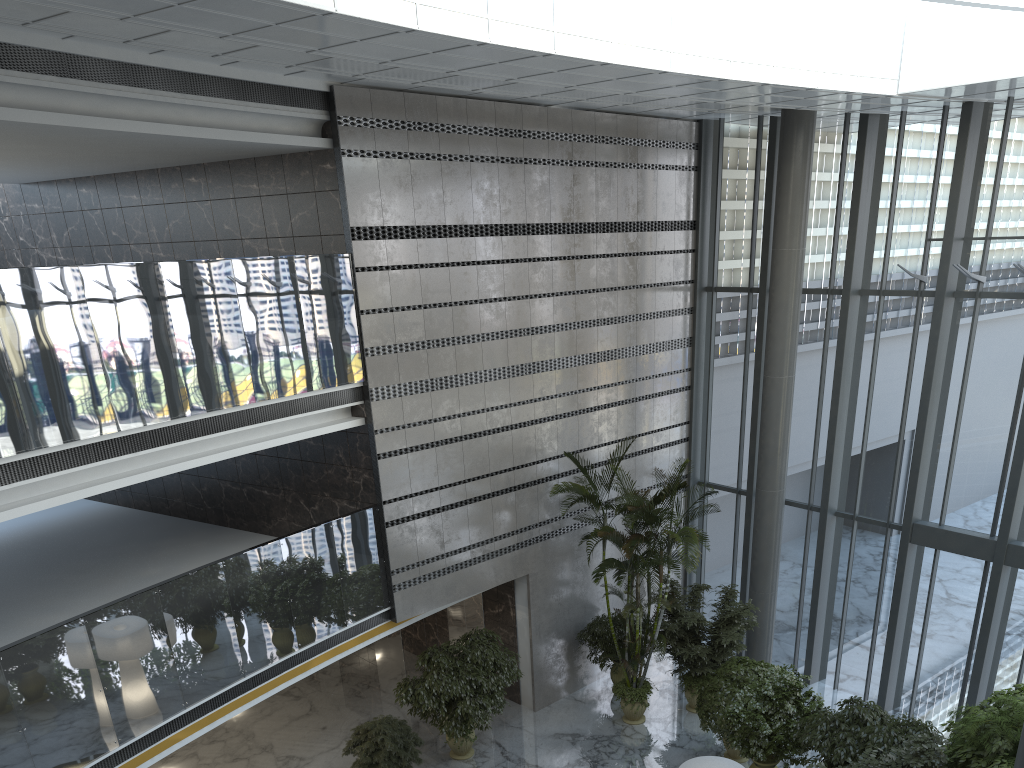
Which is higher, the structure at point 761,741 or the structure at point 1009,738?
the structure at point 1009,738

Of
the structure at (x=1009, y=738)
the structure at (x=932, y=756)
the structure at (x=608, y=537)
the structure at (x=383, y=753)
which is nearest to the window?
the structure at (x=608, y=537)

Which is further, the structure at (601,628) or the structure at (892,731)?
the structure at (601,628)

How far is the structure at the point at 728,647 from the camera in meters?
12.3

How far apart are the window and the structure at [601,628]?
2.60m

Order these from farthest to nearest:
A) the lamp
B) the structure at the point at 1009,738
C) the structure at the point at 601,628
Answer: the structure at the point at 601,628
the lamp
the structure at the point at 1009,738

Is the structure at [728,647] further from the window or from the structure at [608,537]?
the window

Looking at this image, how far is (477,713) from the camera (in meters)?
11.13

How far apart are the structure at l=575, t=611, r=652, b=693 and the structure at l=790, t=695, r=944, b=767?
3.6 meters

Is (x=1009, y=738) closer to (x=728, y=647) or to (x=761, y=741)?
(x=761, y=741)
